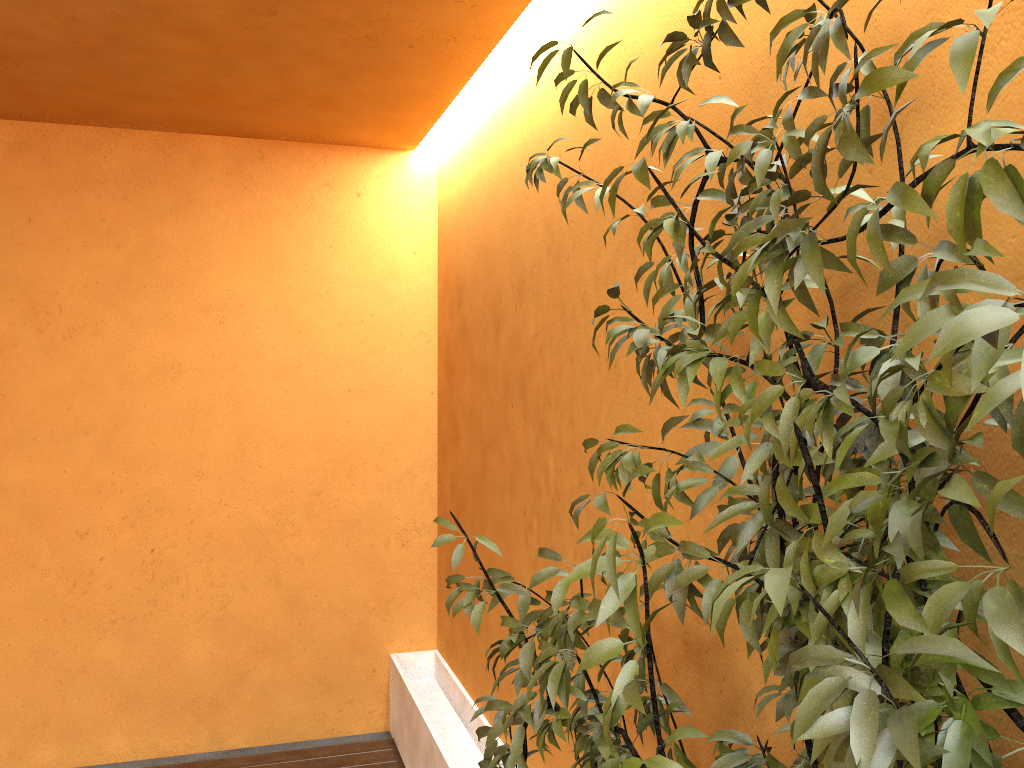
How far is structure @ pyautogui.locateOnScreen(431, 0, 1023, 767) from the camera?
0.8m

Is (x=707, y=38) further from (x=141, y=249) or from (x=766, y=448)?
(x=141, y=249)

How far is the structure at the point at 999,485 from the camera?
0.8m

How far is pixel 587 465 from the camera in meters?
2.6

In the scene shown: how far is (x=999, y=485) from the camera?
0.8m

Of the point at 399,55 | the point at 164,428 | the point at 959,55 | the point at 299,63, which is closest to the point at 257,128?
the point at 299,63
